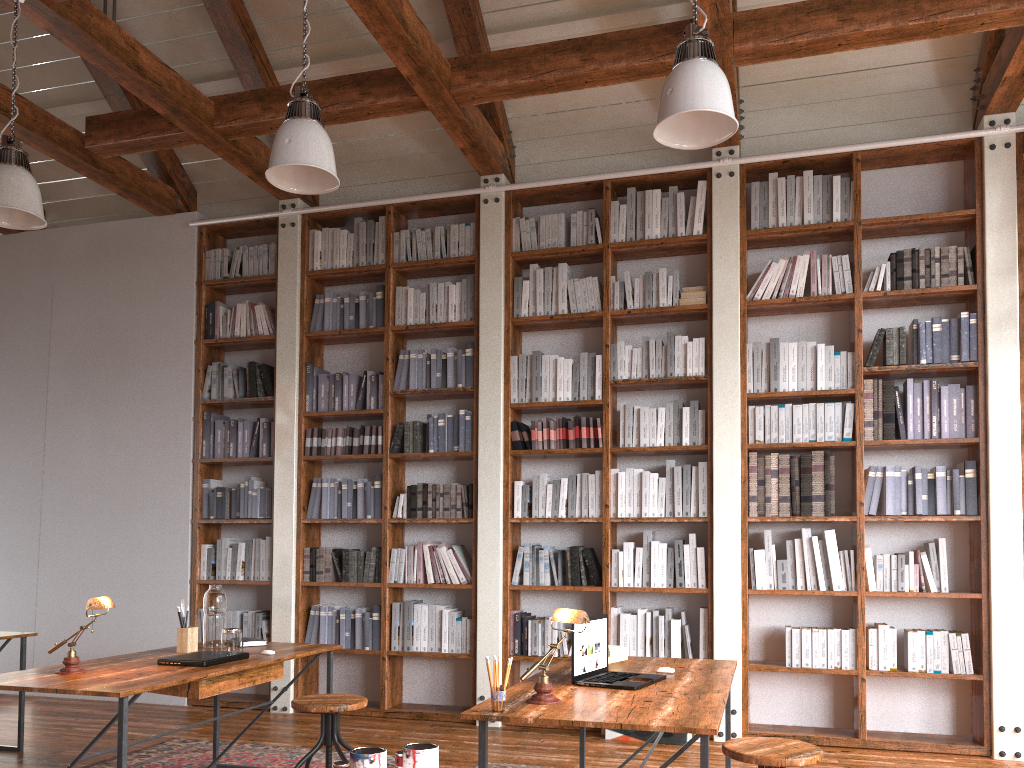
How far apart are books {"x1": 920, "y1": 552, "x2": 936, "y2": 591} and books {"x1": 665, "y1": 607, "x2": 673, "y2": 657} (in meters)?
1.44

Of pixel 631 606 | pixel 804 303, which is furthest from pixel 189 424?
pixel 804 303

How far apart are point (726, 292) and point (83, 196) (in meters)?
5.28

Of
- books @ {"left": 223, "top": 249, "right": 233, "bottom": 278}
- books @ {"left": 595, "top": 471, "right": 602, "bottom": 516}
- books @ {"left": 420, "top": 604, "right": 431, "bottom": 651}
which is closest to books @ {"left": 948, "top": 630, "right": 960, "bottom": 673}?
books @ {"left": 595, "top": 471, "right": 602, "bottom": 516}

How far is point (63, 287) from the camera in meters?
6.9

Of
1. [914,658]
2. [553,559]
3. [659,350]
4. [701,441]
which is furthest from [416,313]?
[914,658]

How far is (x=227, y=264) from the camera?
6.5 meters

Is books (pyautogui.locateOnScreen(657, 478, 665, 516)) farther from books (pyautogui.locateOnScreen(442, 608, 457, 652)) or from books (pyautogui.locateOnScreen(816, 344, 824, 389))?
books (pyautogui.locateOnScreen(442, 608, 457, 652))

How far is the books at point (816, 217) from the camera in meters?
5.4 m

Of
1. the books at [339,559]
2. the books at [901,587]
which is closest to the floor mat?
the books at [339,559]
